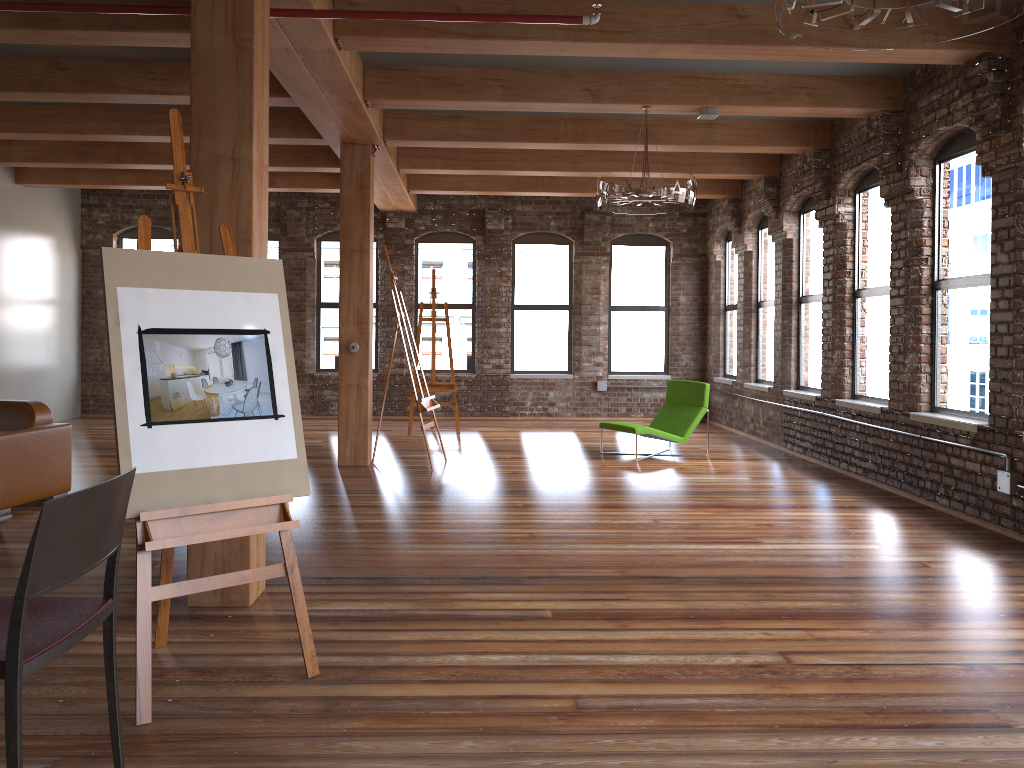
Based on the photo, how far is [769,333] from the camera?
11.0m

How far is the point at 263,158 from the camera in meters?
4.2 m

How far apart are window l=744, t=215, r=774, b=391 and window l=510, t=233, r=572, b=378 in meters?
3.1 m

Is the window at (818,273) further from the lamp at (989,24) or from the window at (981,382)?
the lamp at (989,24)

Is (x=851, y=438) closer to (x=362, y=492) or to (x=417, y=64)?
(x=362, y=492)

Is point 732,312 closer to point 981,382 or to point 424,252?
point 424,252

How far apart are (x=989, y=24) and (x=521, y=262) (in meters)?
10.65

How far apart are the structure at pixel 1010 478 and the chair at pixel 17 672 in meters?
5.5 m

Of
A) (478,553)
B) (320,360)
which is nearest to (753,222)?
(320,360)

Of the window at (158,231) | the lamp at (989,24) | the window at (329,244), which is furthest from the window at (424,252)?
the lamp at (989,24)
